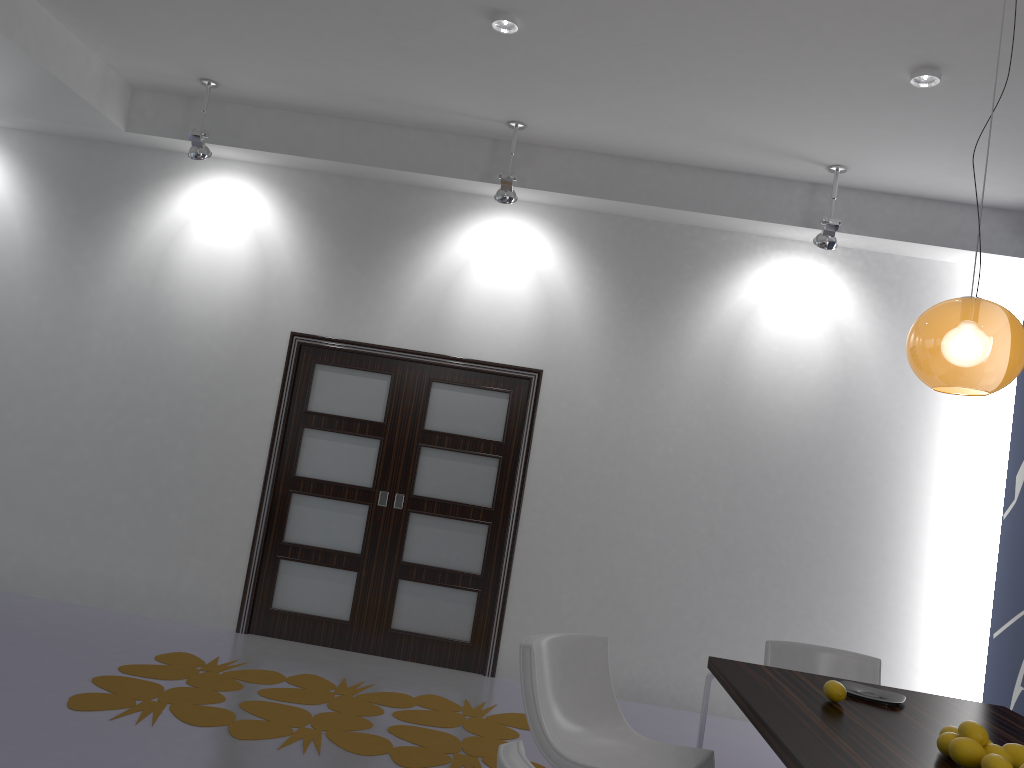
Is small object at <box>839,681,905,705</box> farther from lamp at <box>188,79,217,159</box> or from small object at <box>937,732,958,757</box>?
lamp at <box>188,79,217,159</box>

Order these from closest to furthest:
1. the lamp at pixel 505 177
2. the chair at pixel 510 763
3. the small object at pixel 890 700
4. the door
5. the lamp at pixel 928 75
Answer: the chair at pixel 510 763 < the small object at pixel 890 700 < the lamp at pixel 928 75 < the lamp at pixel 505 177 < the door

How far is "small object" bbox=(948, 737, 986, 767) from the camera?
2.34m

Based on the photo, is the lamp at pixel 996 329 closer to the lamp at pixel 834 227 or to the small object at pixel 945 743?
the small object at pixel 945 743

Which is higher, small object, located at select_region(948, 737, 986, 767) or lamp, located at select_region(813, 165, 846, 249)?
lamp, located at select_region(813, 165, 846, 249)

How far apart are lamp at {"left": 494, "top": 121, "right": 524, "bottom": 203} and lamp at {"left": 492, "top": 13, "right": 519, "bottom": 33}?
1.20m

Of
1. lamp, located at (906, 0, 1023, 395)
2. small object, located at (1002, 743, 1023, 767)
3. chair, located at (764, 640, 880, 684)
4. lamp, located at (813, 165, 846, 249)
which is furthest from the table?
lamp, located at (813, 165, 846, 249)

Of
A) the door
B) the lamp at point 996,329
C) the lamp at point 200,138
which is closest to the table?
the lamp at point 996,329

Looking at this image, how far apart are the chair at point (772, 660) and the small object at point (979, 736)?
1.5 meters

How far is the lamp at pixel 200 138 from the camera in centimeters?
560cm
